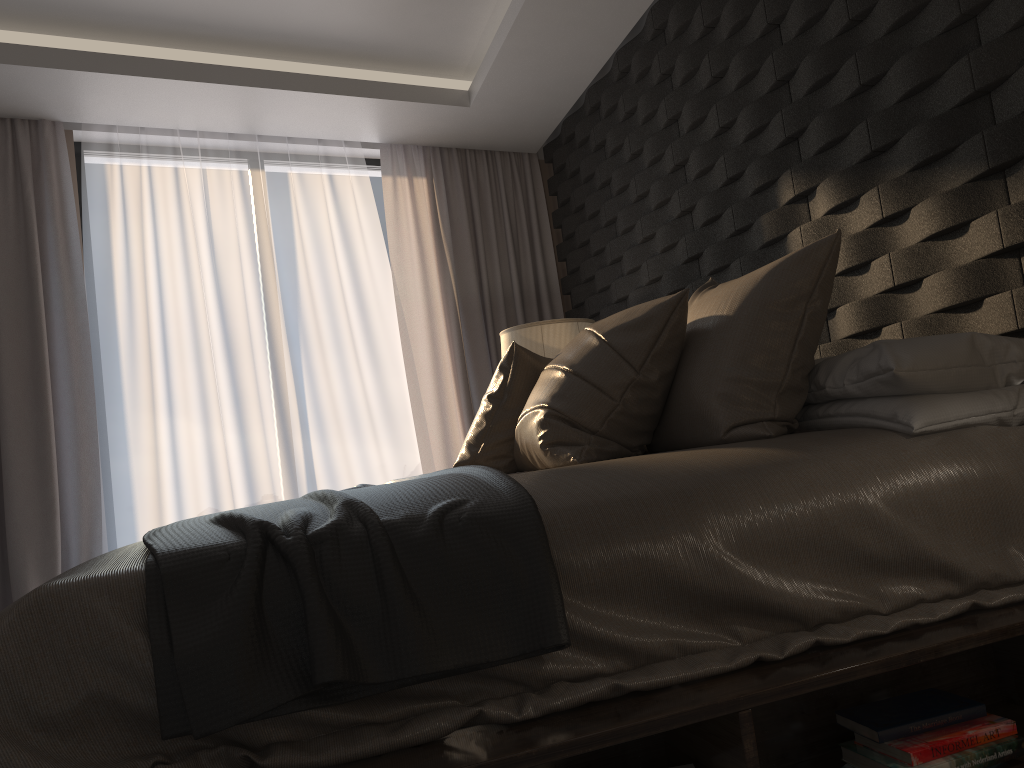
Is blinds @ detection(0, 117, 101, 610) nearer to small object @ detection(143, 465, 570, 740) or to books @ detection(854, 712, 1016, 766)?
small object @ detection(143, 465, 570, 740)

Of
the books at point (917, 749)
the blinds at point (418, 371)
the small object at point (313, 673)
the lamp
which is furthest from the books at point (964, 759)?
the blinds at point (418, 371)

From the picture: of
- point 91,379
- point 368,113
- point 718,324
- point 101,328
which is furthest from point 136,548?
point 368,113

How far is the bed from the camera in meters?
1.2 m

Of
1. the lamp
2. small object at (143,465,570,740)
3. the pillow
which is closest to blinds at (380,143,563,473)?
the lamp

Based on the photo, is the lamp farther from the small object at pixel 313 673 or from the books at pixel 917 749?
the books at pixel 917 749

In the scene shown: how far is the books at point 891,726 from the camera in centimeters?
146cm

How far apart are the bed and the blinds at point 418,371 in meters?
3.0 m

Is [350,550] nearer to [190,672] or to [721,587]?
[190,672]

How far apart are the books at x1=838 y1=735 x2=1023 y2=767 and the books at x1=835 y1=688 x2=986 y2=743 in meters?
0.0 m
